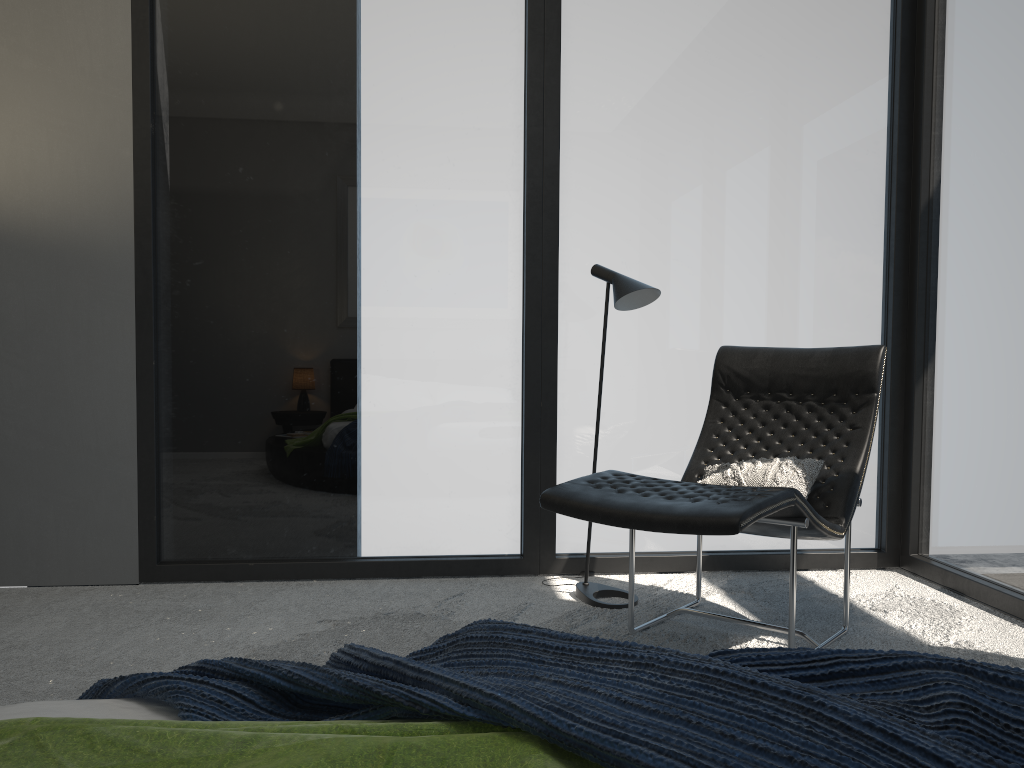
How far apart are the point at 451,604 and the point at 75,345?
1.83m

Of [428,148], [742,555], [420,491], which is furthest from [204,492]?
[742,555]

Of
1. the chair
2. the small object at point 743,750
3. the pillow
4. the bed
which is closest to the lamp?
the chair

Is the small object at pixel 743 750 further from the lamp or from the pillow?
the lamp

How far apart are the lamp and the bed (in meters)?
2.32

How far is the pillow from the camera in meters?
2.9

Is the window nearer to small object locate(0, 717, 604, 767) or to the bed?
the bed

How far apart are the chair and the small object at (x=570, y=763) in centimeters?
139cm

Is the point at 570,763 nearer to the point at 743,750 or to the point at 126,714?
the point at 743,750

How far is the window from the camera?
3.6m
